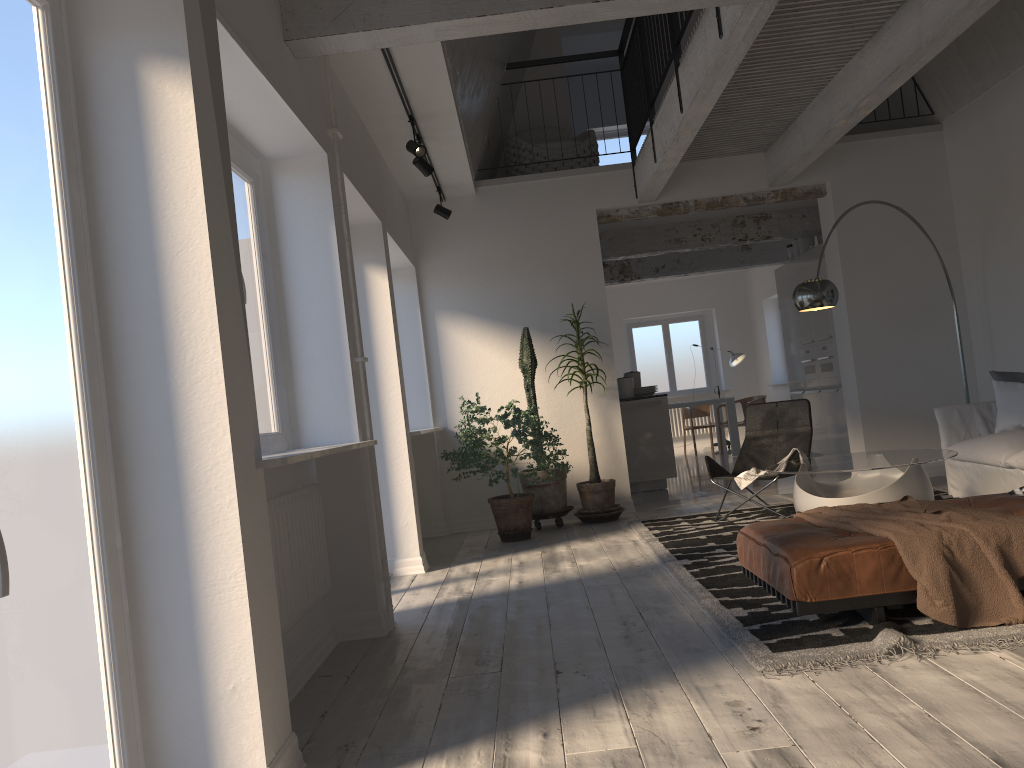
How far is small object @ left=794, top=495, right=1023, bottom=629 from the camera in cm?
322

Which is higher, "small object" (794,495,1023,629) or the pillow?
the pillow

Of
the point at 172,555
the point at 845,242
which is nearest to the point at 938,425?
the point at 845,242

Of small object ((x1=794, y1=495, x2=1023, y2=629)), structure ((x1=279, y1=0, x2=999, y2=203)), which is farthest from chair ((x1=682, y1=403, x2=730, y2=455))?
small object ((x1=794, y1=495, x2=1023, y2=629))

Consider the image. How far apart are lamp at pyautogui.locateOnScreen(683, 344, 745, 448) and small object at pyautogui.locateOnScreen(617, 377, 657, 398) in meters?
5.1 m

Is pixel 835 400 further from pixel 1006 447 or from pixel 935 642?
pixel 935 642

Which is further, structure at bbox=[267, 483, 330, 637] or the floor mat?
structure at bbox=[267, 483, 330, 637]

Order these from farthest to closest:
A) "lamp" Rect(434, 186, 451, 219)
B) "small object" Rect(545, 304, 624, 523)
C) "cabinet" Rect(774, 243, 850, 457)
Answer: "cabinet" Rect(774, 243, 850, 457)
"lamp" Rect(434, 186, 451, 219)
"small object" Rect(545, 304, 624, 523)

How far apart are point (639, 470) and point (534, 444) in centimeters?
281cm

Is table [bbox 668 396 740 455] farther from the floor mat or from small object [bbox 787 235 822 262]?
the floor mat
